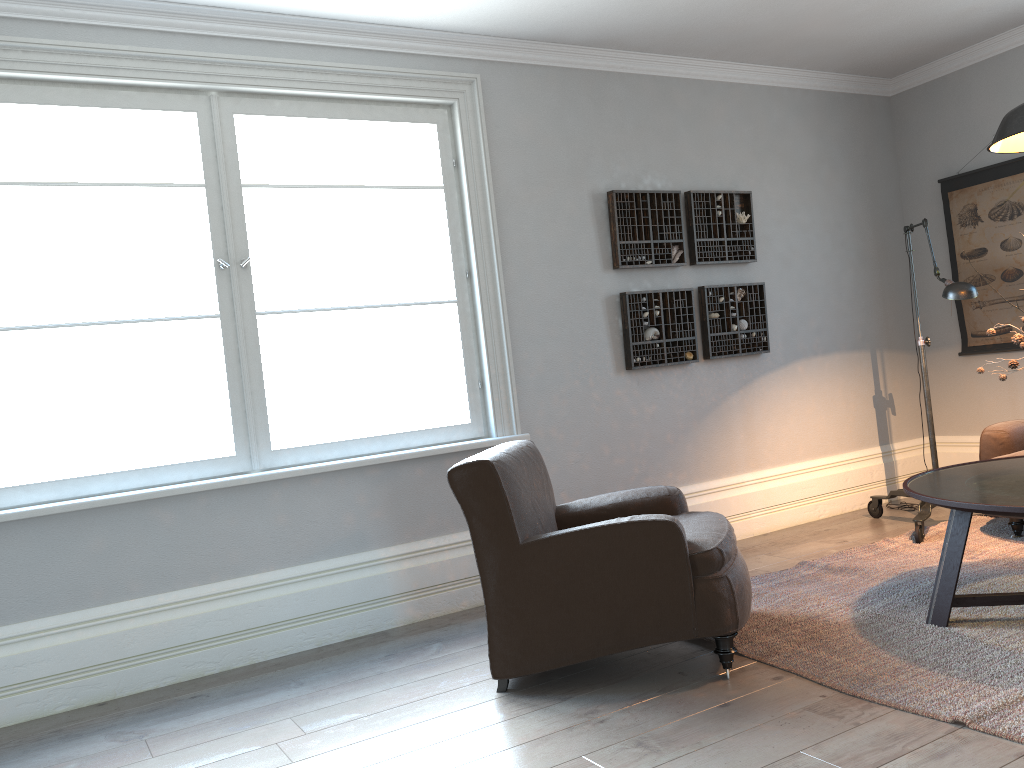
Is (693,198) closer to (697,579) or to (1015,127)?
(1015,127)

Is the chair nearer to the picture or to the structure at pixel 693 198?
the structure at pixel 693 198

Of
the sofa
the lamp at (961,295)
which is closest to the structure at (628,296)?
the lamp at (961,295)

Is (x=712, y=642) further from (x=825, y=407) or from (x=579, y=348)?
(x=825, y=407)

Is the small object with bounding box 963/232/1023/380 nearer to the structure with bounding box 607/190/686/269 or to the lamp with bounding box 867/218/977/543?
the lamp with bounding box 867/218/977/543

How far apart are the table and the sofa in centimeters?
68cm

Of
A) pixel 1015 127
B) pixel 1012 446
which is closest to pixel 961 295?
pixel 1012 446

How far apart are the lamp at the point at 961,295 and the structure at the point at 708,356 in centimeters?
83cm

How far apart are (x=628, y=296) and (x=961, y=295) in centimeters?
158cm

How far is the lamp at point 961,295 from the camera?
4.0 meters
